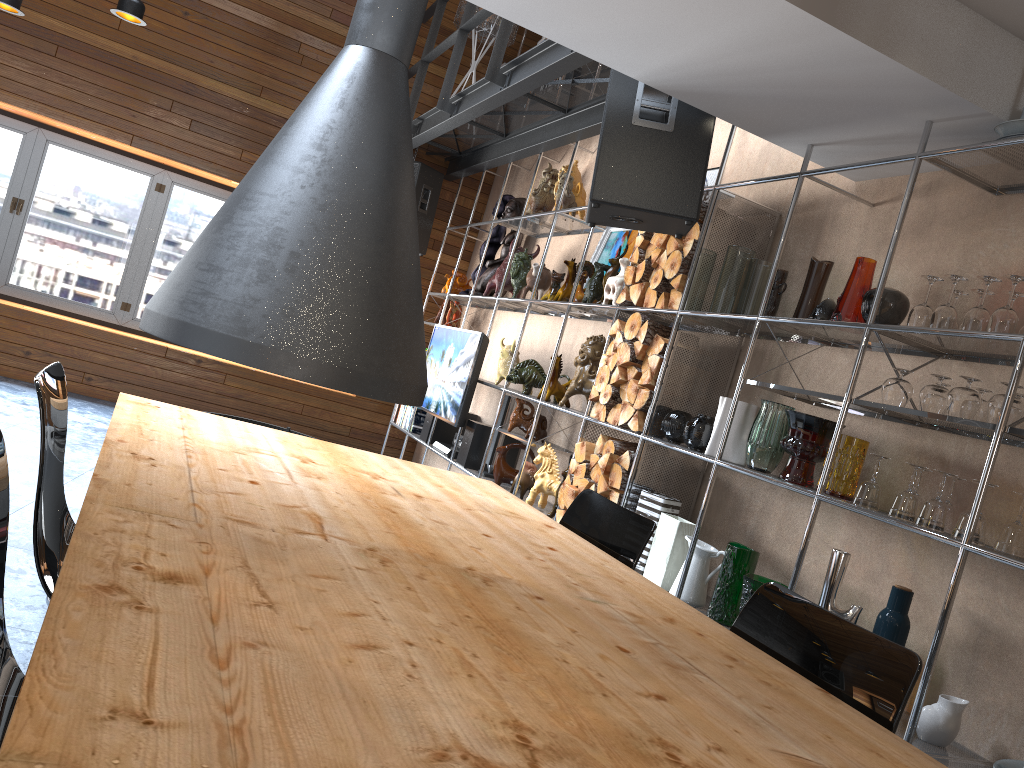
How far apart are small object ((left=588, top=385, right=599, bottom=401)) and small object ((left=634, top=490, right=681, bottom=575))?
0.7 meters

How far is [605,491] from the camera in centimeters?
401cm

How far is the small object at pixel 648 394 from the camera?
3.9m

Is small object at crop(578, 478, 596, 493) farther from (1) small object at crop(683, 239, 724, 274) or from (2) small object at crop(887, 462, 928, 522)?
(2) small object at crop(887, 462, 928, 522)

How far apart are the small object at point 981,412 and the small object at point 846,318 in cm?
48

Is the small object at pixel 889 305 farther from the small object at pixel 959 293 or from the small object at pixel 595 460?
the small object at pixel 595 460

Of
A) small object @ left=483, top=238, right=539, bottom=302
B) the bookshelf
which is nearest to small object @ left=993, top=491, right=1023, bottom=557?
the bookshelf

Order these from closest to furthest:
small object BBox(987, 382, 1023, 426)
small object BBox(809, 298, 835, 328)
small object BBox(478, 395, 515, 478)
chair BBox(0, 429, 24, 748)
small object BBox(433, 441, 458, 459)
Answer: chair BBox(0, 429, 24, 748), small object BBox(987, 382, 1023, 426), small object BBox(809, 298, 835, 328), small object BBox(478, 395, 515, 478), small object BBox(433, 441, 458, 459)

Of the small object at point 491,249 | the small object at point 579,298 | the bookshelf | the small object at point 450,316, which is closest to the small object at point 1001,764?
the bookshelf

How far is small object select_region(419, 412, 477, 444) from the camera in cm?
663
